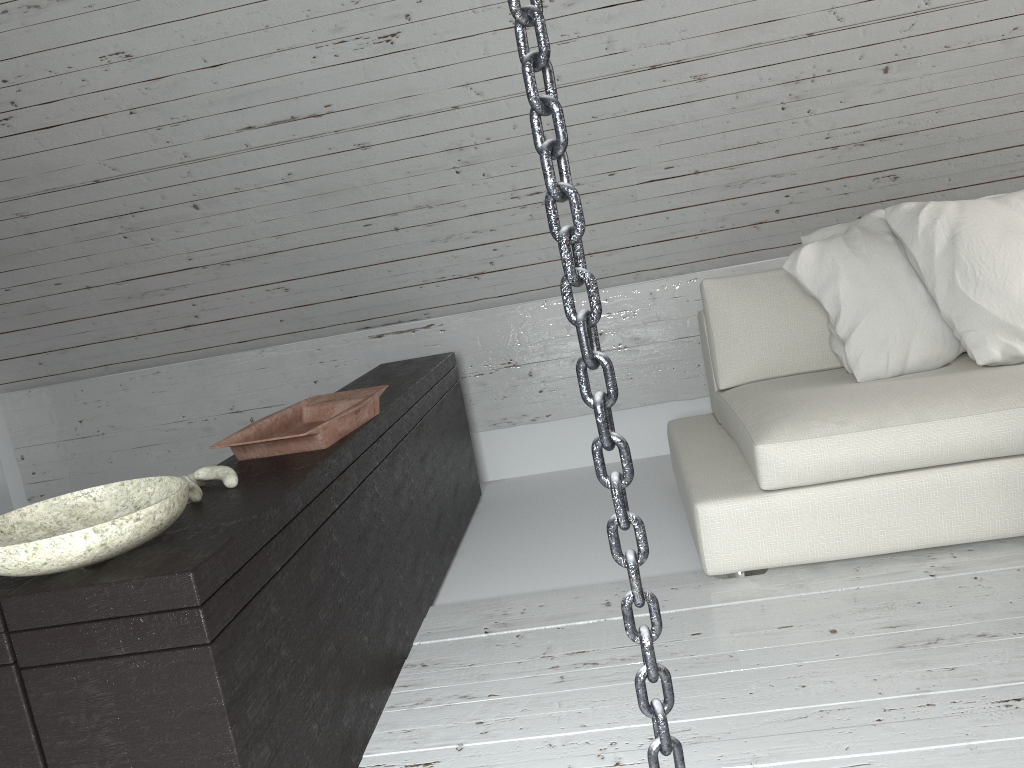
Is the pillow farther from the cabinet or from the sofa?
the cabinet

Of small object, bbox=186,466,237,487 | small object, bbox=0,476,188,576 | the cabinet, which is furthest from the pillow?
small object, bbox=0,476,188,576

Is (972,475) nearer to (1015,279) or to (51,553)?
(1015,279)

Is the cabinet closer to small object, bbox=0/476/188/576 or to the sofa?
small object, bbox=0/476/188/576

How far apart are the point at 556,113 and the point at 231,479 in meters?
1.3

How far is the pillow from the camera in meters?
2.4

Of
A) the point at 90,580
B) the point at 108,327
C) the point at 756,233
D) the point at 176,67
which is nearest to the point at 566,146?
the point at 90,580

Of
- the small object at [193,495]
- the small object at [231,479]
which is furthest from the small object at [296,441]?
the small object at [193,495]

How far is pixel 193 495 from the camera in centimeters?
162cm

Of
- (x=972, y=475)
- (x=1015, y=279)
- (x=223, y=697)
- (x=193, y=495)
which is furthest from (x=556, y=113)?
(x=1015, y=279)
